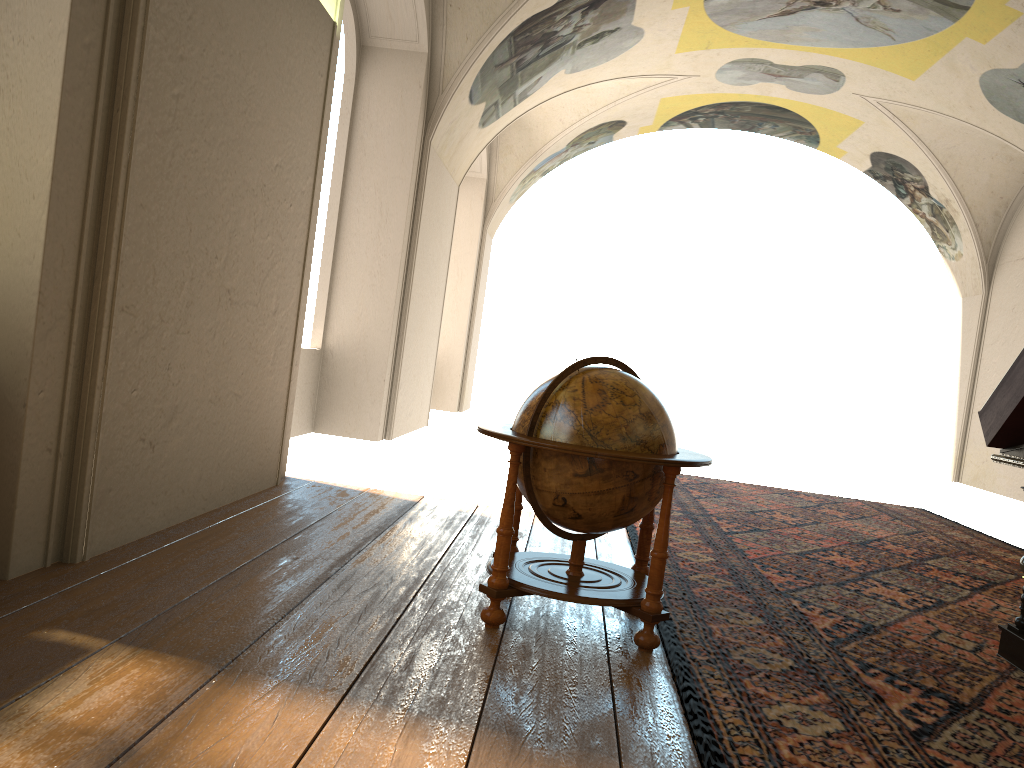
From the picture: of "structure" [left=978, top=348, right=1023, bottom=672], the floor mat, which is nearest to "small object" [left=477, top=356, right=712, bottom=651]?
the floor mat

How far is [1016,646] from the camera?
5.0m

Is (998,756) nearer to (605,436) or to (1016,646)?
(1016,646)

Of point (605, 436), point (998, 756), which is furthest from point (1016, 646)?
point (605, 436)

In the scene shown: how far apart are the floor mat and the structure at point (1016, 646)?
0.1 meters

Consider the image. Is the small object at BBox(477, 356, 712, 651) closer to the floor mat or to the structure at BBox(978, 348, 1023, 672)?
the floor mat

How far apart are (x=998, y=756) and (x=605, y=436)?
2.11m

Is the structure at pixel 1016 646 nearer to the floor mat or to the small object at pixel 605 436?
the floor mat

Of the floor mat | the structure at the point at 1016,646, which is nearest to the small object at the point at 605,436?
the floor mat

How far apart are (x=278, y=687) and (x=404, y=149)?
9.6m
